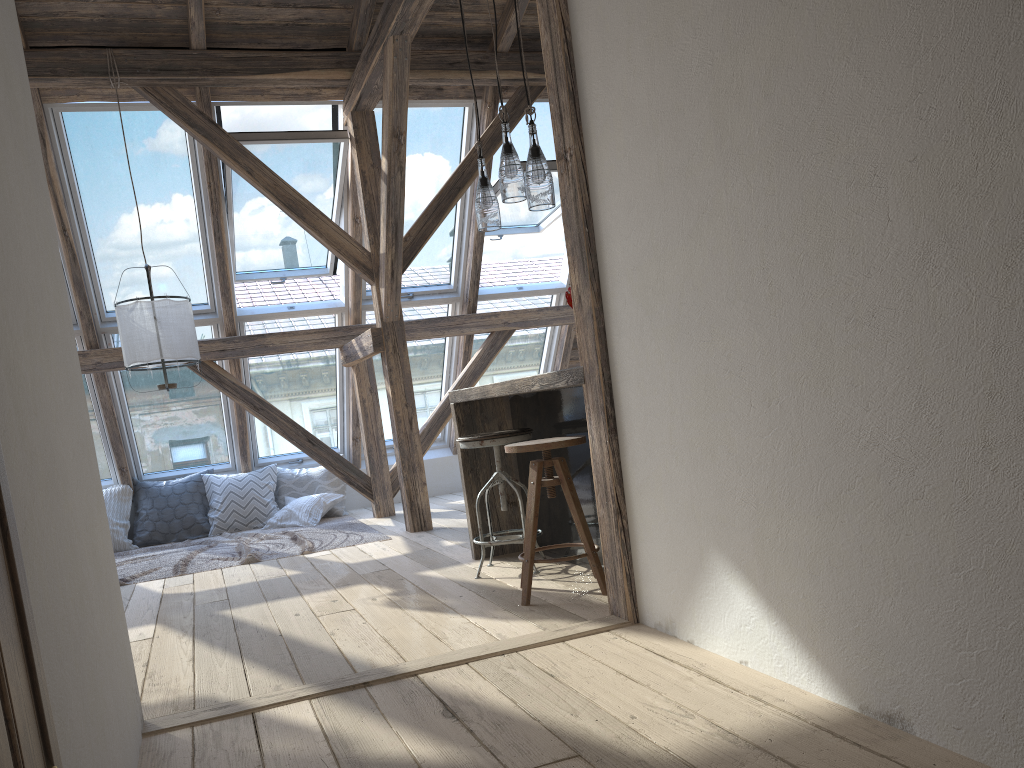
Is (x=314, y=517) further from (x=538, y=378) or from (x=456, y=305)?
(x=538, y=378)

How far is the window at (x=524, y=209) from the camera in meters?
7.2 m

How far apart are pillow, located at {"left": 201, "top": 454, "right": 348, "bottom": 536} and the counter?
3.0m

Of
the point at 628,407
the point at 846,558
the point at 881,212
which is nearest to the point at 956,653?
the point at 846,558

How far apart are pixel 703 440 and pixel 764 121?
0.8m

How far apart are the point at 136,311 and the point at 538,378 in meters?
2.7

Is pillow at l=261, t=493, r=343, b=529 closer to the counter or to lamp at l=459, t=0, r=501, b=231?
the counter

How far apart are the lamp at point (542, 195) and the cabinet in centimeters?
75cm

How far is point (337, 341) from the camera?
6.7m

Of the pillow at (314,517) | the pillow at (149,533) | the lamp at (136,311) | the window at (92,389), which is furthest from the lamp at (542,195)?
the pillow at (149,533)
